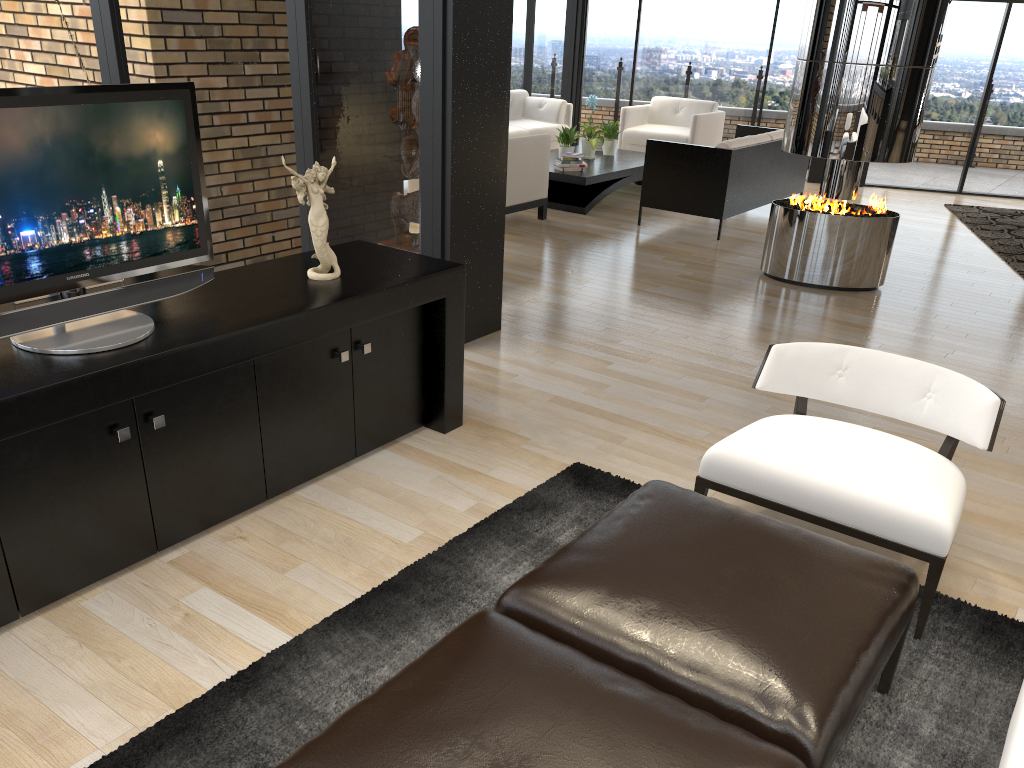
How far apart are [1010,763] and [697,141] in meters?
9.7 m

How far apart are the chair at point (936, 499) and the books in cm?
586

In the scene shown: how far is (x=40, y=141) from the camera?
2.5 meters

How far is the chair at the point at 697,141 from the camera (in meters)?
10.49

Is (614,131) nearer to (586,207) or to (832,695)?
(586,207)

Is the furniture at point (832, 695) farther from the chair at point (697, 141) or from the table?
the chair at point (697, 141)

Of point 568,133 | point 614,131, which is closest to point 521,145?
point 568,133

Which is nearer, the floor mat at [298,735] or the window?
the floor mat at [298,735]

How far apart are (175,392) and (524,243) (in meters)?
4.89

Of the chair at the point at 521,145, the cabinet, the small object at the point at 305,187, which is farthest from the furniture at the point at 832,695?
the chair at the point at 521,145
